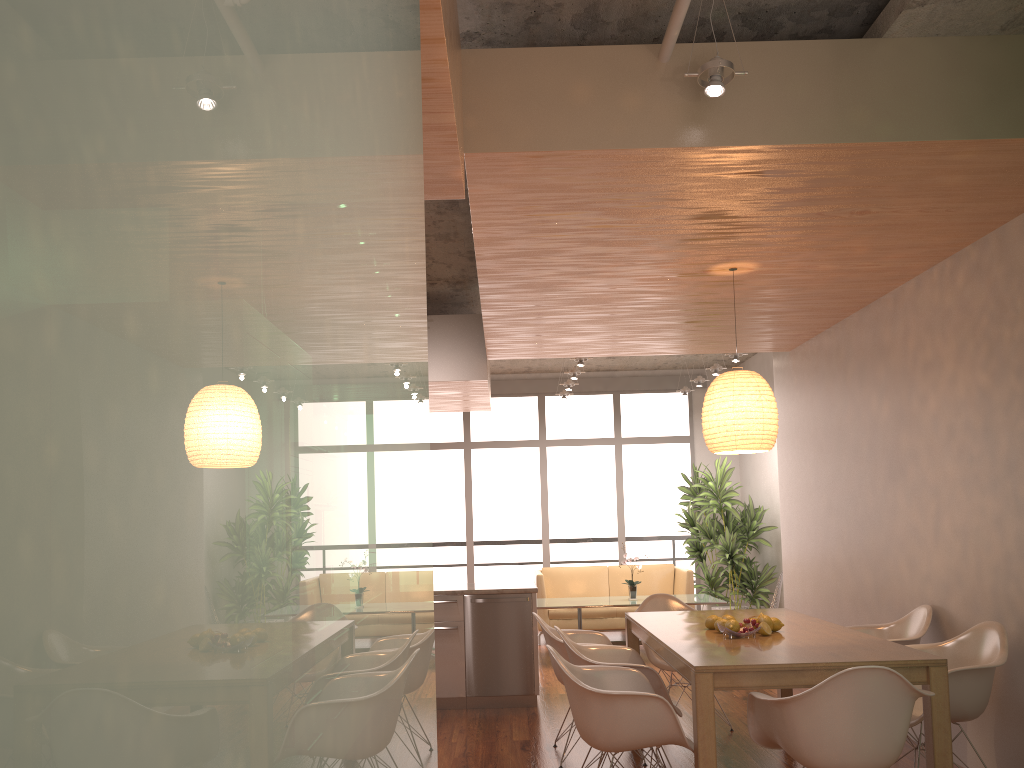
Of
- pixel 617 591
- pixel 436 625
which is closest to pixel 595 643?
pixel 436 625

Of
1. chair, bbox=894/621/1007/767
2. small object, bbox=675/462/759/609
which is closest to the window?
small object, bbox=675/462/759/609

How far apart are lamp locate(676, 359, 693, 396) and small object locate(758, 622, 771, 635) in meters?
7.0

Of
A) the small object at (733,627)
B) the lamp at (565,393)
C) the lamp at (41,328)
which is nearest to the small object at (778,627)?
the small object at (733,627)

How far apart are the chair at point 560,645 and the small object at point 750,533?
4.9 meters

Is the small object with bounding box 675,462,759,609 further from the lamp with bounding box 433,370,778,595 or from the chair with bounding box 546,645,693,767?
the chair with bounding box 546,645,693,767

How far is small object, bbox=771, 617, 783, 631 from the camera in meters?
4.4

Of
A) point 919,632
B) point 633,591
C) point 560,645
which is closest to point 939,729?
point 919,632

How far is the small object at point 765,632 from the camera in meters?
4.3

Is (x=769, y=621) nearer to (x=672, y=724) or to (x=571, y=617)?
(x=672, y=724)
